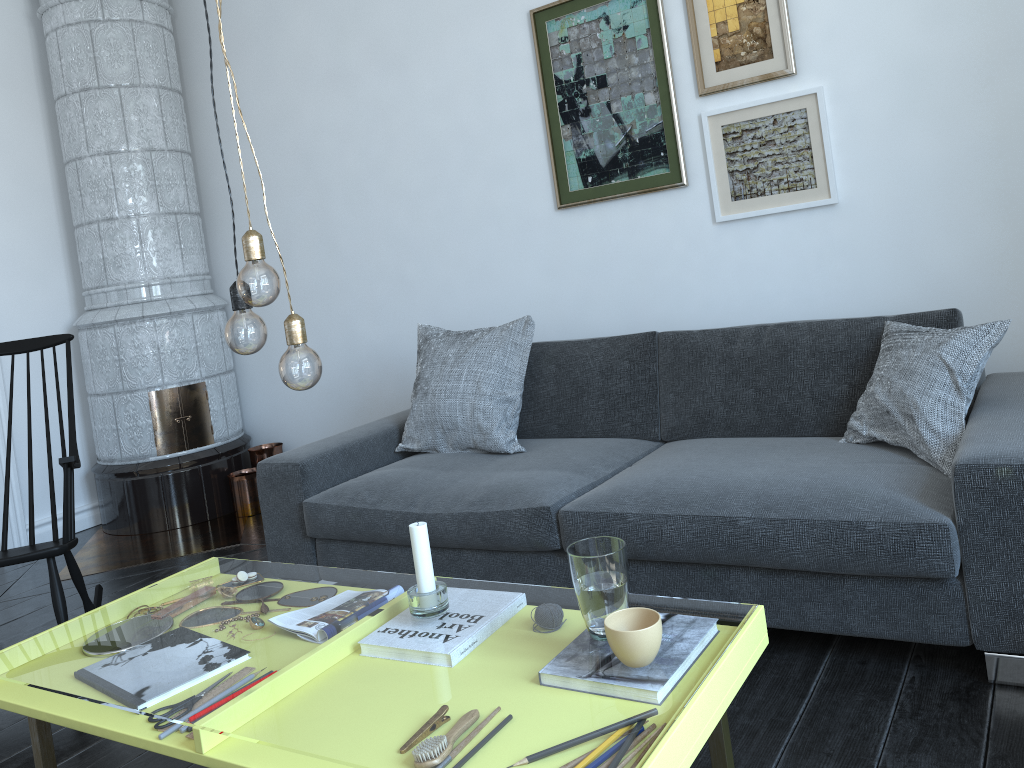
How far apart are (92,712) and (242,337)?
0.7 meters

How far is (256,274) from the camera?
1.48m

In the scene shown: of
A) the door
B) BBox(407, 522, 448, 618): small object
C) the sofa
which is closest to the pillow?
the sofa

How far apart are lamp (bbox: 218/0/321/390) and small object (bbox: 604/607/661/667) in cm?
64

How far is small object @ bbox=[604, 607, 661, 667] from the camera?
1.3m

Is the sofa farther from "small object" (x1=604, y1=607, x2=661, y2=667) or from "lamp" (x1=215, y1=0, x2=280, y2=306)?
"lamp" (x1=215, y1=0, x2=280, y2=306)

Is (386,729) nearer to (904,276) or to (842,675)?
(904,276)

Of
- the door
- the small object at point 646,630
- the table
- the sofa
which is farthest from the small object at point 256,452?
the small object at point 646,630

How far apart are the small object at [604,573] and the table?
0.2m

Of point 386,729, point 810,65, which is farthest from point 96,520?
point 386,729
